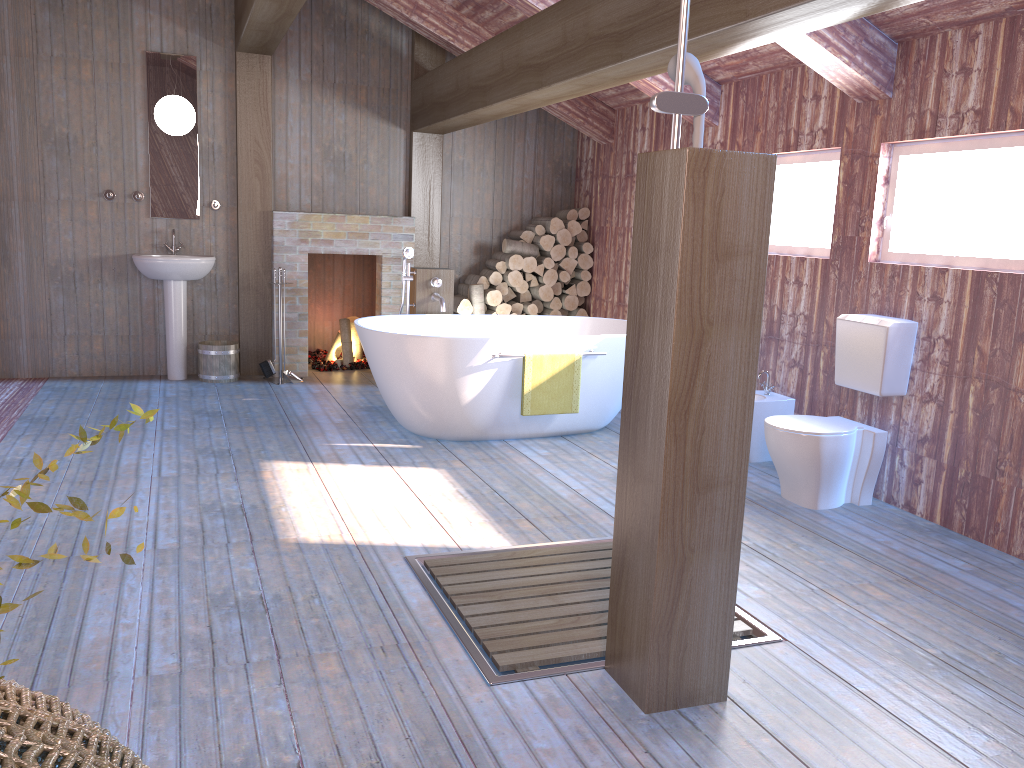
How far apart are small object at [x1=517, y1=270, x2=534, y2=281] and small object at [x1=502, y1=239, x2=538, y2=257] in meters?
0.2

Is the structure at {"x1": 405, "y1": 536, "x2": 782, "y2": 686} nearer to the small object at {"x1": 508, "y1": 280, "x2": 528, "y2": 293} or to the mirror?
the small object at {"x1": 508, "y1": 280, "x2": 528, "y2": 293}

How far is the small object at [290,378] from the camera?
6.9m

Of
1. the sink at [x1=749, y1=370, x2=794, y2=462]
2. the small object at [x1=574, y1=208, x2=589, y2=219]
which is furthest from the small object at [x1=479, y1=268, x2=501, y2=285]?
the sink at [x1=749, y1=370, x2=794, y2=462]

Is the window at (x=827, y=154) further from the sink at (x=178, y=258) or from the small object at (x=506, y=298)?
the sink at (x=178, y=258)

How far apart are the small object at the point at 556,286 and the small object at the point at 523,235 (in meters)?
0.45

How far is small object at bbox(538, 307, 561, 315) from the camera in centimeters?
753cm

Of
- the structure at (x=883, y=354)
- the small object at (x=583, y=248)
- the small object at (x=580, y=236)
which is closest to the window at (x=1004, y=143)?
the structure at (x=883, y=354)

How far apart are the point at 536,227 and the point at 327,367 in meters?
2.1

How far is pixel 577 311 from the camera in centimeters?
758cm
